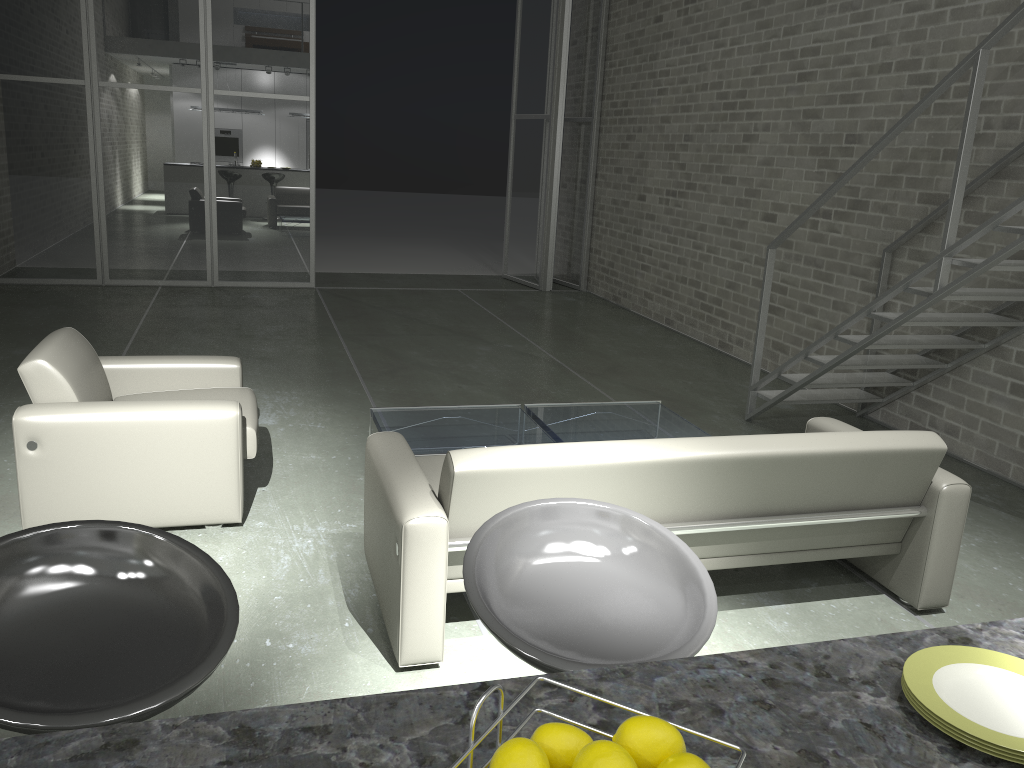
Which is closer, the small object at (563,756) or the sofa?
the small object at (563,756)

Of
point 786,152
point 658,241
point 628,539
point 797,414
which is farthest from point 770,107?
point 628,539

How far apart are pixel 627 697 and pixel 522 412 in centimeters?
367cm

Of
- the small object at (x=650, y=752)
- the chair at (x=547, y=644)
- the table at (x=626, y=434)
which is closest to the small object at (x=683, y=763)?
the small object at (x=650, y=752)

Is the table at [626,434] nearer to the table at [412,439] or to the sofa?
the table at [412,439]

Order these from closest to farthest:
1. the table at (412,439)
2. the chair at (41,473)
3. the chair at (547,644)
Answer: the chair at (547,644), the chair at (41,473), the table at (412,439)

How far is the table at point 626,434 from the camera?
4.4 meters

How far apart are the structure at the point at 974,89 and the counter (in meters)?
2.91

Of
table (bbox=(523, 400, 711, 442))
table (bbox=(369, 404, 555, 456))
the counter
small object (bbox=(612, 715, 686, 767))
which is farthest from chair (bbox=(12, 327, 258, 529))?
small object (bbox=(612, 715, 686, 767))

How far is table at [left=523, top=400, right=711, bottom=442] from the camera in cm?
444
